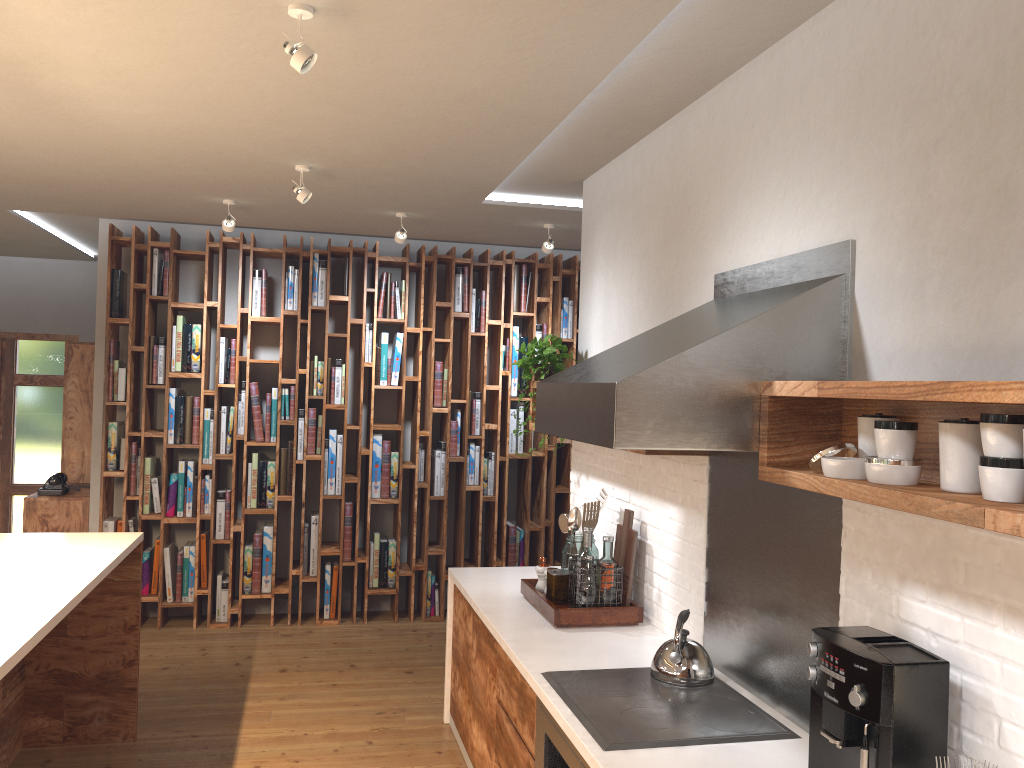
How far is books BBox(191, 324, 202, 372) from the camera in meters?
6.0 m

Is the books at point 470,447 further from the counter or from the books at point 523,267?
the counter

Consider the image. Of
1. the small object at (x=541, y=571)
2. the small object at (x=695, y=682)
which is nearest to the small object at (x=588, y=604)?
the small object at (x=541, y=571)

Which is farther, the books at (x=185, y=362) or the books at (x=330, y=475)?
the books at (x=330, y=475)

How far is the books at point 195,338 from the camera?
6.03m

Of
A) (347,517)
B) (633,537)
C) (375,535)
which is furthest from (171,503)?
(633,537)

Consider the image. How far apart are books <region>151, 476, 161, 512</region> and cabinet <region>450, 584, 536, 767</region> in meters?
2.7

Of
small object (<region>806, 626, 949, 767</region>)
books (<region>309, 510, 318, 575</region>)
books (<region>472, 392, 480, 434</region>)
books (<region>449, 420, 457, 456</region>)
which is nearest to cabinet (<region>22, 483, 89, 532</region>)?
books (<region>309, 510, 318, 575</region>)

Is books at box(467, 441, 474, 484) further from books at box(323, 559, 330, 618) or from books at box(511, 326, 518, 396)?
books at box(323, 559, 330, 618)

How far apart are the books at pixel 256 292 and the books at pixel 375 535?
1.8 meters
